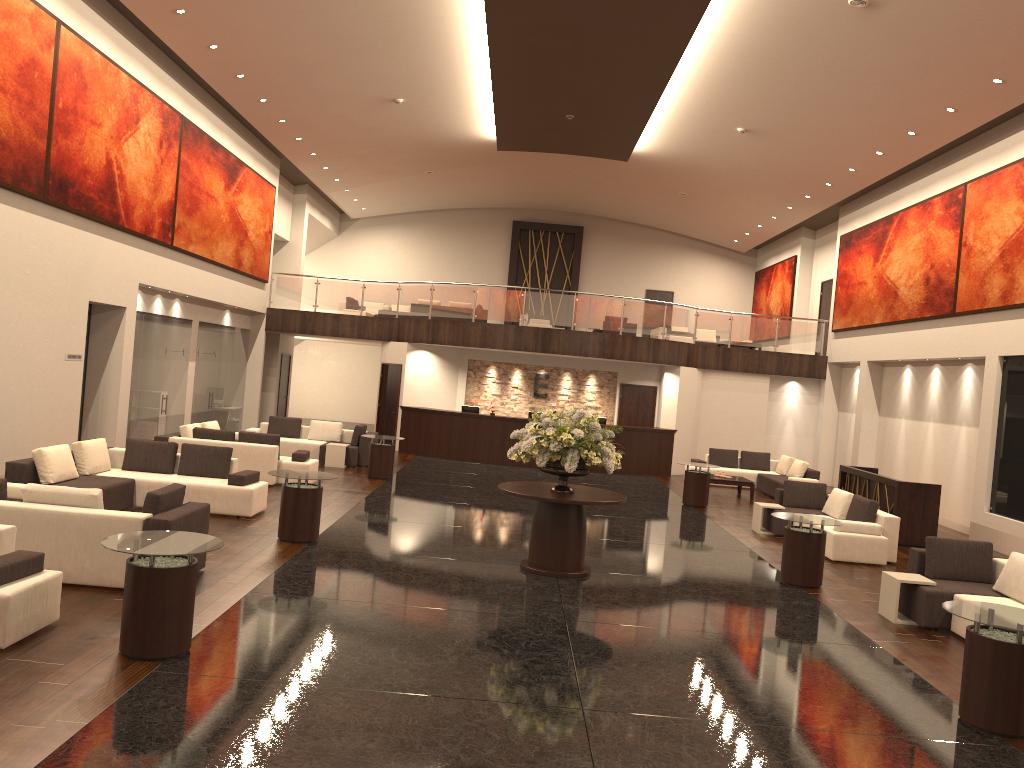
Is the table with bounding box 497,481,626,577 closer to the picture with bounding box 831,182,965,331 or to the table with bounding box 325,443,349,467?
the table with bounding box 325,443,349,467

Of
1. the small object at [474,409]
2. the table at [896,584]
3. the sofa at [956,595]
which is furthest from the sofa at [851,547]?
the small object at [474,409]

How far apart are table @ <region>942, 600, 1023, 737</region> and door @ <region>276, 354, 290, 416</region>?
21.6m

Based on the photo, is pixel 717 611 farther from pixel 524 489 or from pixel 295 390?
pixel 295 390

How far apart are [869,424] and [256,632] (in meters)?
17.31

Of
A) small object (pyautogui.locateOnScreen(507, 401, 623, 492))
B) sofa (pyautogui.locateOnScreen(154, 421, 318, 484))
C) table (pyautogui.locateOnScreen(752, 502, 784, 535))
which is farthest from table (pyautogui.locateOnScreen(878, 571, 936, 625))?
sofa (pyautogui.locateOnScreen(154, 421, 318, 484))

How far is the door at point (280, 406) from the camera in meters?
25.8 m

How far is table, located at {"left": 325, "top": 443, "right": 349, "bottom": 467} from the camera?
18.2 meters

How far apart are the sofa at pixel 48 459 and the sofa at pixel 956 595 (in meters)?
8.02

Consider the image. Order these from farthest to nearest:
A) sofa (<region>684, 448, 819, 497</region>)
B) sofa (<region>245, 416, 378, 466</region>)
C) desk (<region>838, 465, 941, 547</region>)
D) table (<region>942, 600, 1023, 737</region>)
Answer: sofa (<region>684, 448, 819, 497</region>)
sofa (<region>245, 416, 378, 466</region>)
desk (<region>838, 465, 941, 547</region>)
table (<region>942, 600, 1023, 737</region>)
